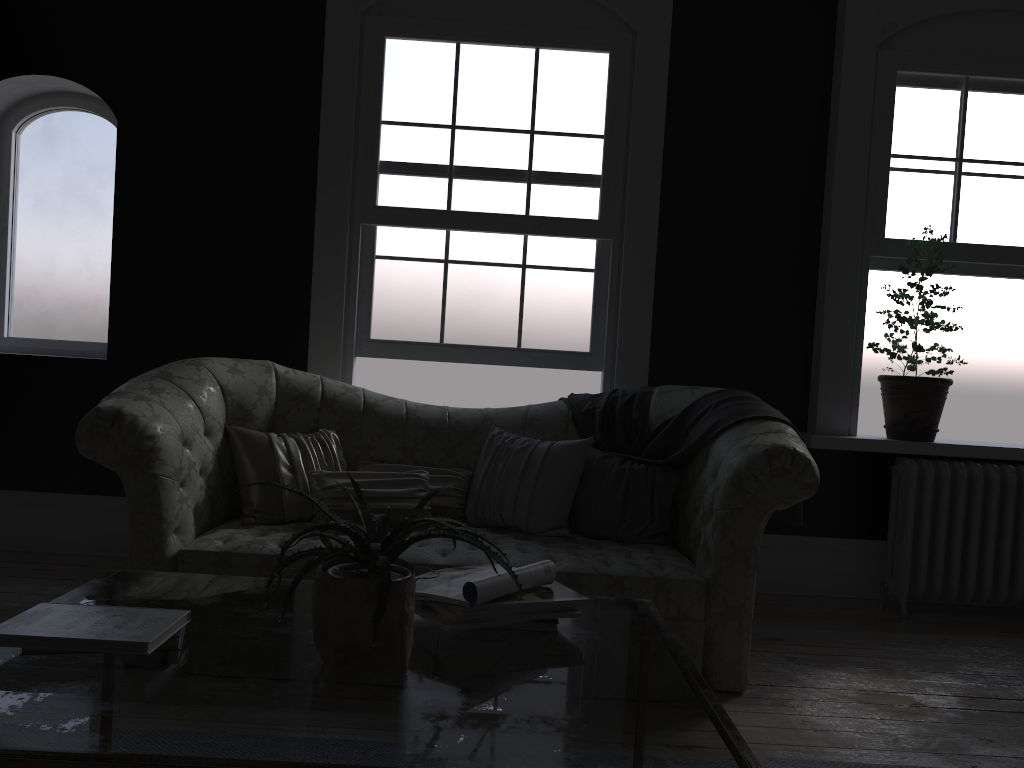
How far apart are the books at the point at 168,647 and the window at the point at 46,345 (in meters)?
3.89

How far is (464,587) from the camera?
1.9 meters

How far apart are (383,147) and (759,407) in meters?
2.5

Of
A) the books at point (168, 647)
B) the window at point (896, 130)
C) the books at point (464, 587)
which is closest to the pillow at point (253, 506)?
the books at point (464, 587)

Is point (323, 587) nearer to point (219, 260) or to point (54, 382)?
point (219, 260)

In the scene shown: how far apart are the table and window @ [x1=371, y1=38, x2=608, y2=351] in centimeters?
268cm

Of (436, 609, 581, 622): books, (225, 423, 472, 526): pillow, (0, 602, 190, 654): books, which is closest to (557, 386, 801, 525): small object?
(225, 423, 472, 526): pillow

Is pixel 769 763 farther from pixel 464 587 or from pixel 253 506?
pixel 253 506

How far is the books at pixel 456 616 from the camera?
1.90m

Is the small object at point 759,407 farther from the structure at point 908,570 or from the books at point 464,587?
the books at point 464,587
